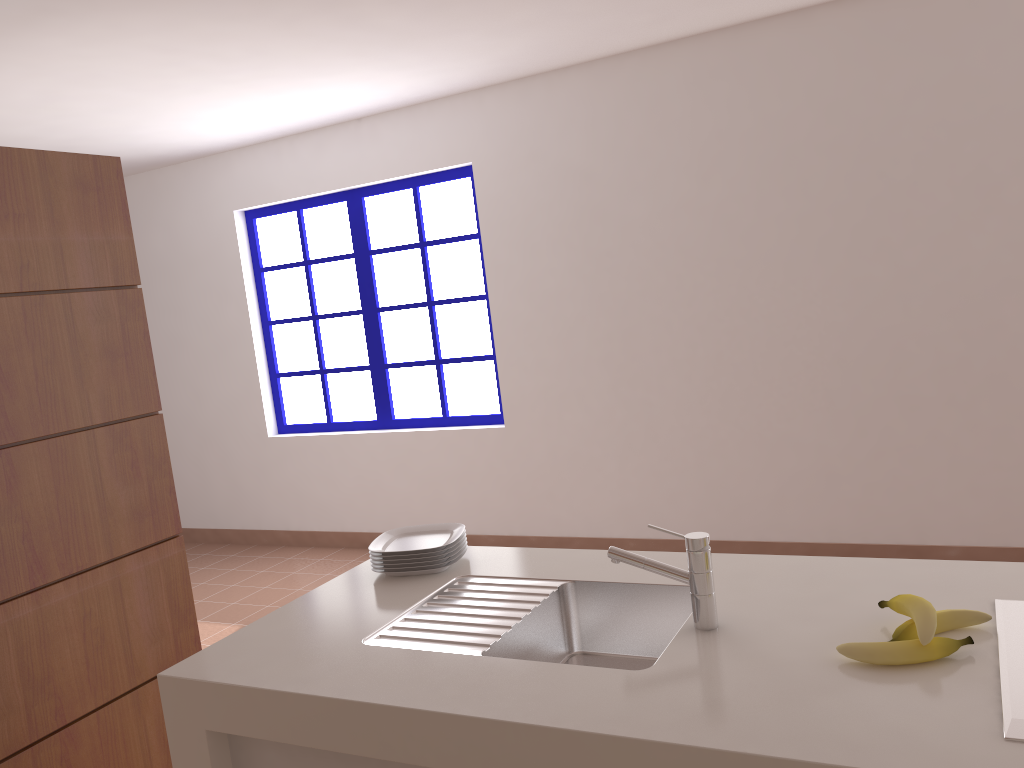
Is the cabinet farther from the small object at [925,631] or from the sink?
the small object at [925,631]

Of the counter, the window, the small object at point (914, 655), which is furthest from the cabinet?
the window

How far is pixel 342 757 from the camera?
1.6 meters

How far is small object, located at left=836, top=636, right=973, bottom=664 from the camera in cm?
136

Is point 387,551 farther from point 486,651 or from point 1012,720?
point 1012,720

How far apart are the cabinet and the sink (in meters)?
0.22

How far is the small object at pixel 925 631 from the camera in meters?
1.4

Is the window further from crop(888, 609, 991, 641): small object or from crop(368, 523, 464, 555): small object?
crop(888, 609, 991, 641): small object

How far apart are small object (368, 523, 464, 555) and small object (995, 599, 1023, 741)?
1.2m

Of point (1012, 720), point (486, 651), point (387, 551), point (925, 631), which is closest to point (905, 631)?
point (925, 631)
